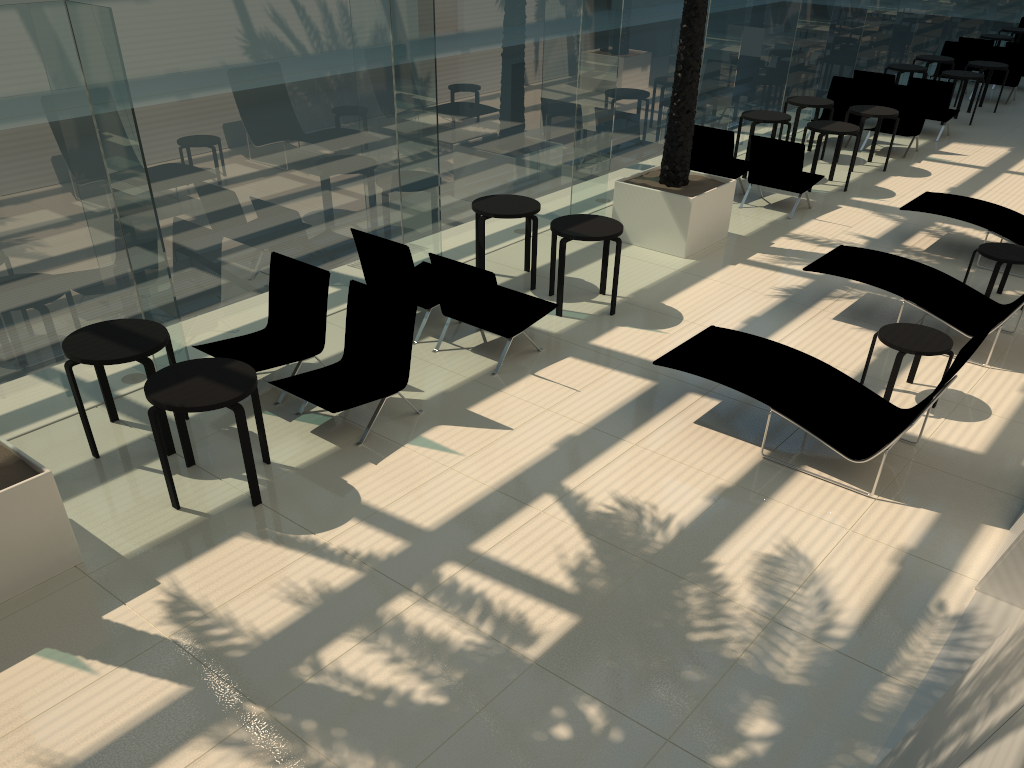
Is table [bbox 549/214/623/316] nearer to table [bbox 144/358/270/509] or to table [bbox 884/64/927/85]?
table [bbox 144/358/270/509]

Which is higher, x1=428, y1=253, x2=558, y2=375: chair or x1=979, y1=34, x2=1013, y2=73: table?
x1=979, y1=34, x2=1013, y2=73: table

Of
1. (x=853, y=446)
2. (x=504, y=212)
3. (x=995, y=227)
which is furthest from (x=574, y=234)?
(x=995, y=227)

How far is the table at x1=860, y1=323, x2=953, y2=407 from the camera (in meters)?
6.81

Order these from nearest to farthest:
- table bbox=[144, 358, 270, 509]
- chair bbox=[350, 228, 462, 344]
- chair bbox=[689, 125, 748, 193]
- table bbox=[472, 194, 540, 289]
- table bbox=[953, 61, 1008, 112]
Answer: table bbox=[144, 358, 270, 509]
chair bbox=[350, 228, 462, 344]
table bbox=[472, 194, 540, 289]
chair bbox=[689, 125, 748, 193]
table bbox=[953, 61, 1008, 112]

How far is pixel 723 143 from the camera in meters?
11.7 m

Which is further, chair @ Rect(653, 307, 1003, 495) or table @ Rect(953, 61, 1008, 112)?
table @ Rect(953, 61, 1008, 112)

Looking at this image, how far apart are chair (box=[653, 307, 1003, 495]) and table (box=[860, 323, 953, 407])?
0.45m

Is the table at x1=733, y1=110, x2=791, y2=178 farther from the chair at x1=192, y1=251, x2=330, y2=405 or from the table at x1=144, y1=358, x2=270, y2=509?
the table at x1=144, y1=358, x2=270, y2=509

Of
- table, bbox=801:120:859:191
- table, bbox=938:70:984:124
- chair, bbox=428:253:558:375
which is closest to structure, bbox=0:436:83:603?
chair, bbox=428:253:558:375
